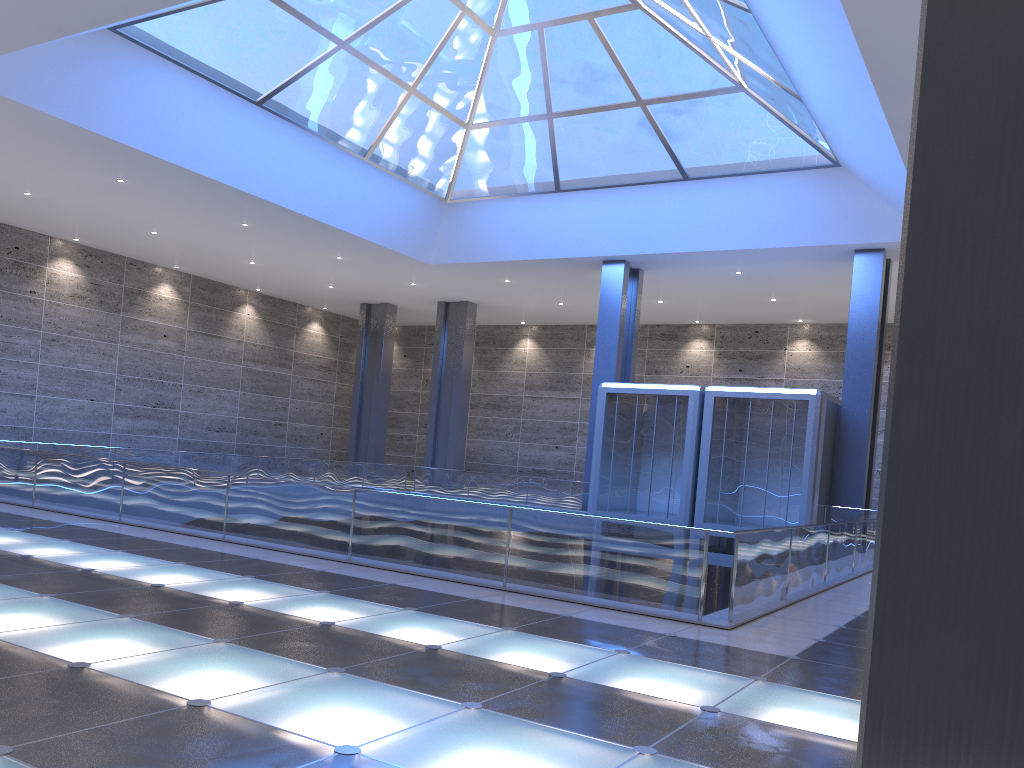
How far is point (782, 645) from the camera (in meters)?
8.94
